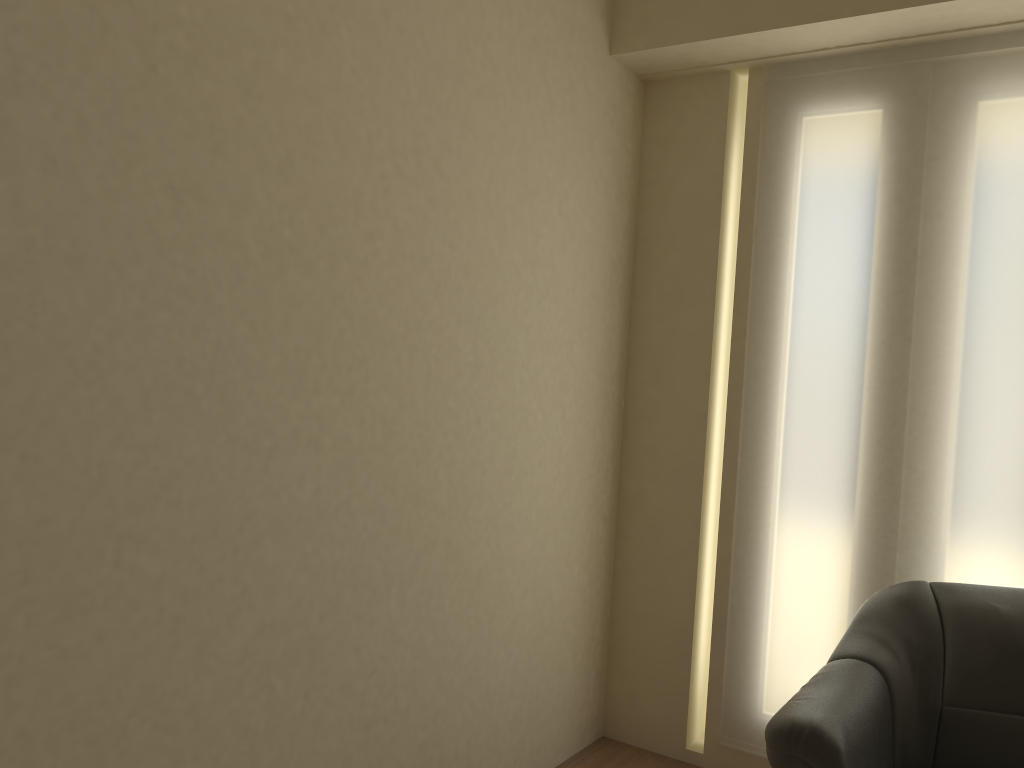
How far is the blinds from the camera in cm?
279

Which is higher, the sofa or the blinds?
the blinds

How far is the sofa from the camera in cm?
213

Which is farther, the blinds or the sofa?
the blinds

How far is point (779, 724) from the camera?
2.1 meters

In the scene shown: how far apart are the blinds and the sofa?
0.2 meters

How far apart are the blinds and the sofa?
0.2m

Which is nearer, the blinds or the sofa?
the sofa

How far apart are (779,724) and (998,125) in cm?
197
